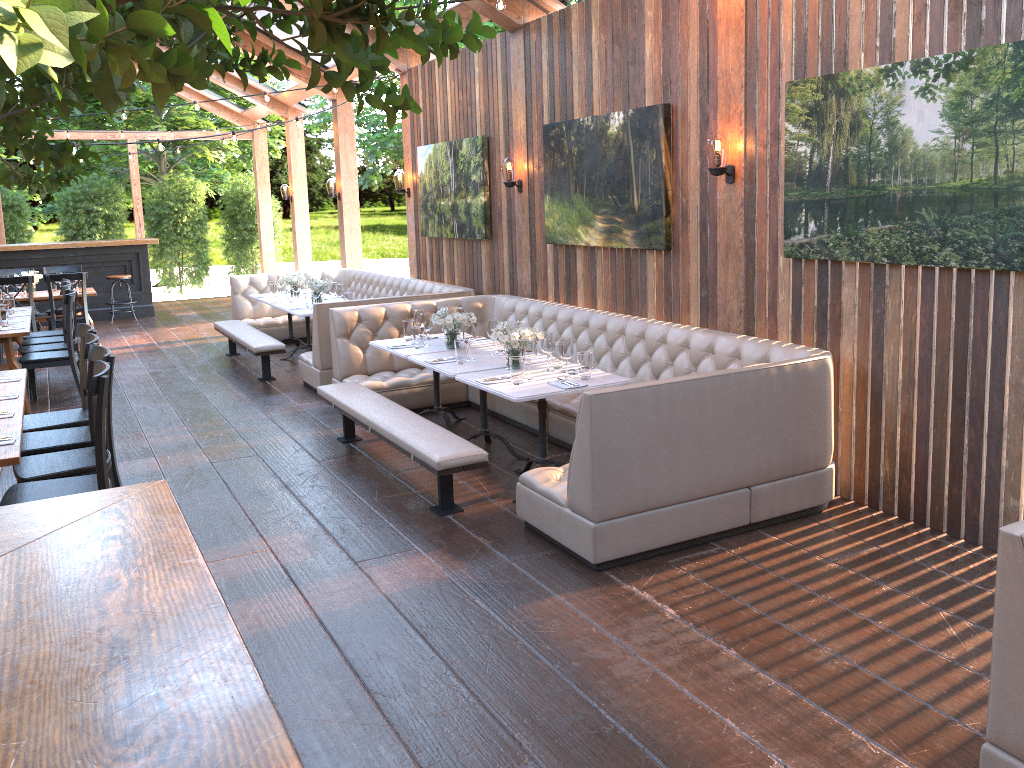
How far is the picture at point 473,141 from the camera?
8.4m

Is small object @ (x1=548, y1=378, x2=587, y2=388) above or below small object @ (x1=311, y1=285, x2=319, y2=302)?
below

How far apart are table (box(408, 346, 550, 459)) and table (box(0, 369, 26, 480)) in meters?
2.4 m

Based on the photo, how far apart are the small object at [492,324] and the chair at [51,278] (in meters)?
6.88

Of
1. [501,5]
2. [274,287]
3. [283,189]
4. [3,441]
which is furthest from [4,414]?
[283,189]

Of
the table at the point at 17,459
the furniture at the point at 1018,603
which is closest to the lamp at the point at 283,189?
the table at the point at 17,459

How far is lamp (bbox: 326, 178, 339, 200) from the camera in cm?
1249

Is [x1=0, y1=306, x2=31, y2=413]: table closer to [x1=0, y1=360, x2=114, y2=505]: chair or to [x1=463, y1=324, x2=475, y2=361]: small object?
[x1=0, y1=360, x2=114, y2=505]: chair

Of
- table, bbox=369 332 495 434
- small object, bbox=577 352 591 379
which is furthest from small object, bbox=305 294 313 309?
small object, bbox=577 352 591 379

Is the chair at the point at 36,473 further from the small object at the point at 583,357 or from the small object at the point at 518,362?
the small object at the point at 583,357
